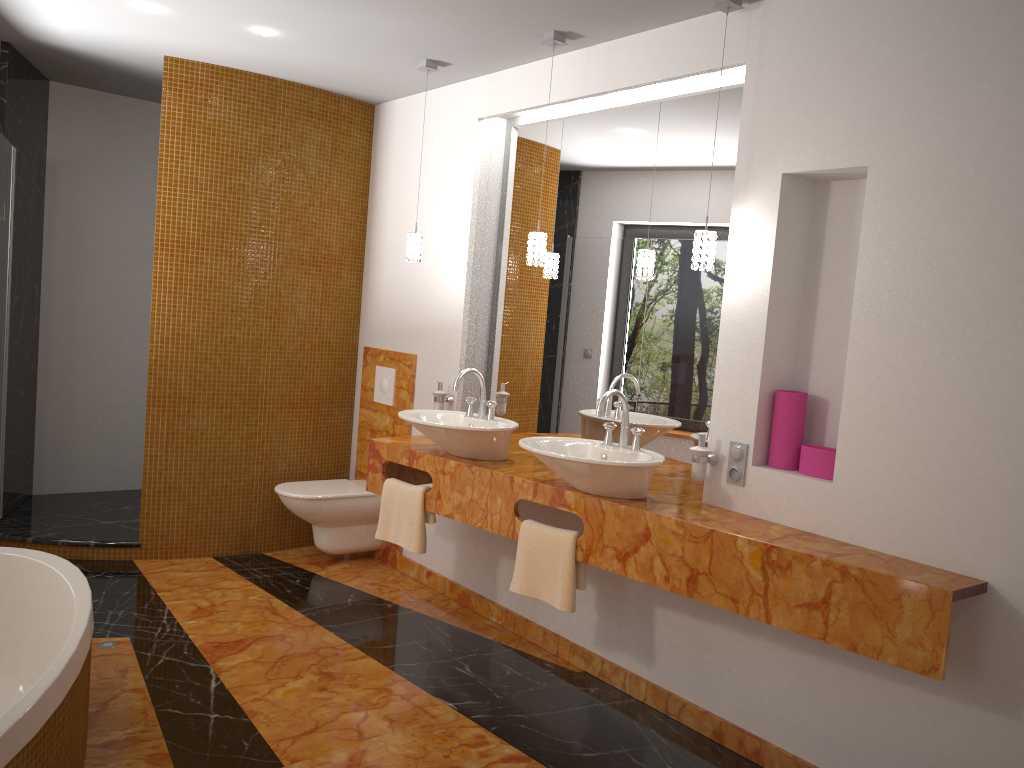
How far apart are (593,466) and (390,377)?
2.1 meters

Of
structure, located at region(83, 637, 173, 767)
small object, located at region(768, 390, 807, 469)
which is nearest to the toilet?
structure, located at region(83, 637, 173, 767)

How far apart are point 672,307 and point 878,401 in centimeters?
98cm

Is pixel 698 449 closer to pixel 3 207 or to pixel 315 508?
pixel 315 508

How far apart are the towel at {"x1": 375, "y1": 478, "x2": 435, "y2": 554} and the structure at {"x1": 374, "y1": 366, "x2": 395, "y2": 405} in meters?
1.0

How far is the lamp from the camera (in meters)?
2.92

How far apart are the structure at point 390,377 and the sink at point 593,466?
1.70m

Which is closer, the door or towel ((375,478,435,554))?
towel ((375,478,435,554))

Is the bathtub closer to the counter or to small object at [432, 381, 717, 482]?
the counter

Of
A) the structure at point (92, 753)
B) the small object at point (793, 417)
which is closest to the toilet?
the structure at point (92, 753)
